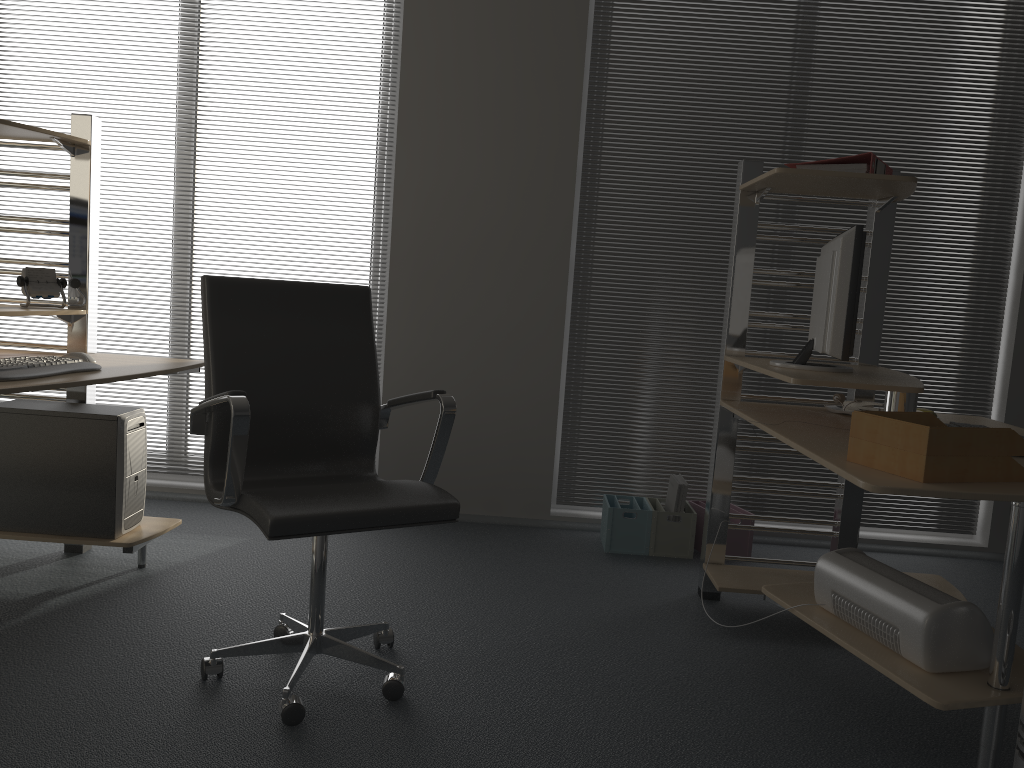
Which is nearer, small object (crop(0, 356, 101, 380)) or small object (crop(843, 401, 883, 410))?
small object (crop(0, 356, 101, 380))

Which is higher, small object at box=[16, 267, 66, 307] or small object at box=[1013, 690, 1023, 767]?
small object at box=[16, 267, 66, 307]

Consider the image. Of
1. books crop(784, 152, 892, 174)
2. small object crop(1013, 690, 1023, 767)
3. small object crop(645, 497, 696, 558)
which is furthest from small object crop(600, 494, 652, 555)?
small object crop(1013, 690, 1023, 767)

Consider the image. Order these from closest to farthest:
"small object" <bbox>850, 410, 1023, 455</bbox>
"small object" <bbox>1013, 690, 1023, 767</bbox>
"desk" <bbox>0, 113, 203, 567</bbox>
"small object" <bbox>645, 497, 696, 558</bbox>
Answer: "small object" <bbox>1013, 690, 1023, 767</bbox>
"small object" <bbox>850, 410, 1023, 455</bbox>
"desk" <bbox>0, 113, 203, 567</bbox>
"small object" <bbox>645, 497, 696, 558</bbox>

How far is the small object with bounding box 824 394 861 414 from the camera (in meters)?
2.96

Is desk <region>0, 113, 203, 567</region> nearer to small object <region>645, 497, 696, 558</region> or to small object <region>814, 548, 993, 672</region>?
small object <region>645, 497, 696, 558</region>

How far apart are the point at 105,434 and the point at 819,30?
3.3m

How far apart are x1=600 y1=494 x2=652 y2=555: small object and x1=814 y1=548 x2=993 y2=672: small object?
1.4m

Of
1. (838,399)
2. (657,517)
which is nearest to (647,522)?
(657,517)

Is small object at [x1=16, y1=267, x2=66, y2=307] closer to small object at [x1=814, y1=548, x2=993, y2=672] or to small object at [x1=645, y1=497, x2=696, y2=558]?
small object at [x1=645, y1=497, x2=696, y2=558]
